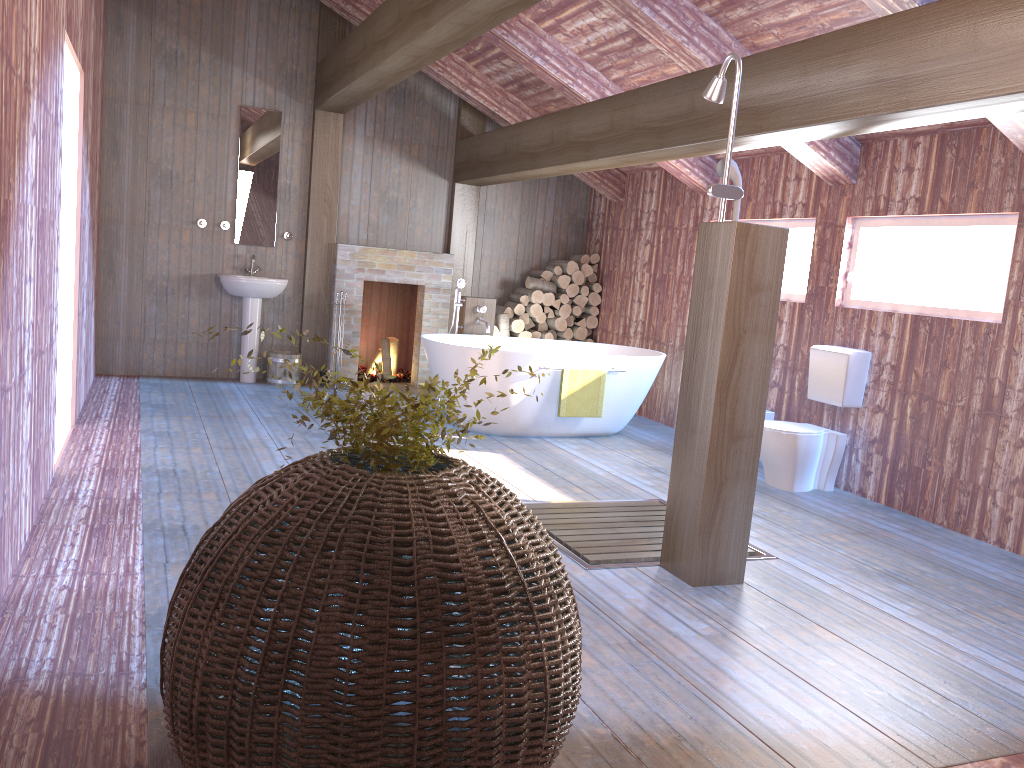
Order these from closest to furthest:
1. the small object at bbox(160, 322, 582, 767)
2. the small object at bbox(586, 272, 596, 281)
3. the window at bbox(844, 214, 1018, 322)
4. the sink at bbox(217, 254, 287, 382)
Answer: the small object at bbox(160, 322, 582, 767) < the window at bbox(844, 214, 1018, 322) < the sink at bbox(217, 254, 287, 382) < the small object at bbox(586, 272, 596, 281)

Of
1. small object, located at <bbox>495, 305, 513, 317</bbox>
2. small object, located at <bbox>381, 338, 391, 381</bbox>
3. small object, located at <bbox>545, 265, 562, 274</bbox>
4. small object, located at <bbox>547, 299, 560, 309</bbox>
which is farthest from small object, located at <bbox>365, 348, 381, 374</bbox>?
small object, located at <bbox>545, 265, 562, 274</bbox>

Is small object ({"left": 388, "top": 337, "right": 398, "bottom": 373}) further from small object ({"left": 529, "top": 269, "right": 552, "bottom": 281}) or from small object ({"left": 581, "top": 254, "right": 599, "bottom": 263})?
small object ({"left": 581, "top": 254, "right": 599, "bottom": 263})

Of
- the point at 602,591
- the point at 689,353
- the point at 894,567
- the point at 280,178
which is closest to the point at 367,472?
the point at 602,591

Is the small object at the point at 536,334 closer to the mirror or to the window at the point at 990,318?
the mirror

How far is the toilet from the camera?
5.4m

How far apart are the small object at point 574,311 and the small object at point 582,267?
0.4 meters

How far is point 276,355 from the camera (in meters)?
7.83

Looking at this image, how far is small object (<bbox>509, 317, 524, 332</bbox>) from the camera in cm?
854

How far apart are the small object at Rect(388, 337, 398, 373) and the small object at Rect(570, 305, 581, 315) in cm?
183
